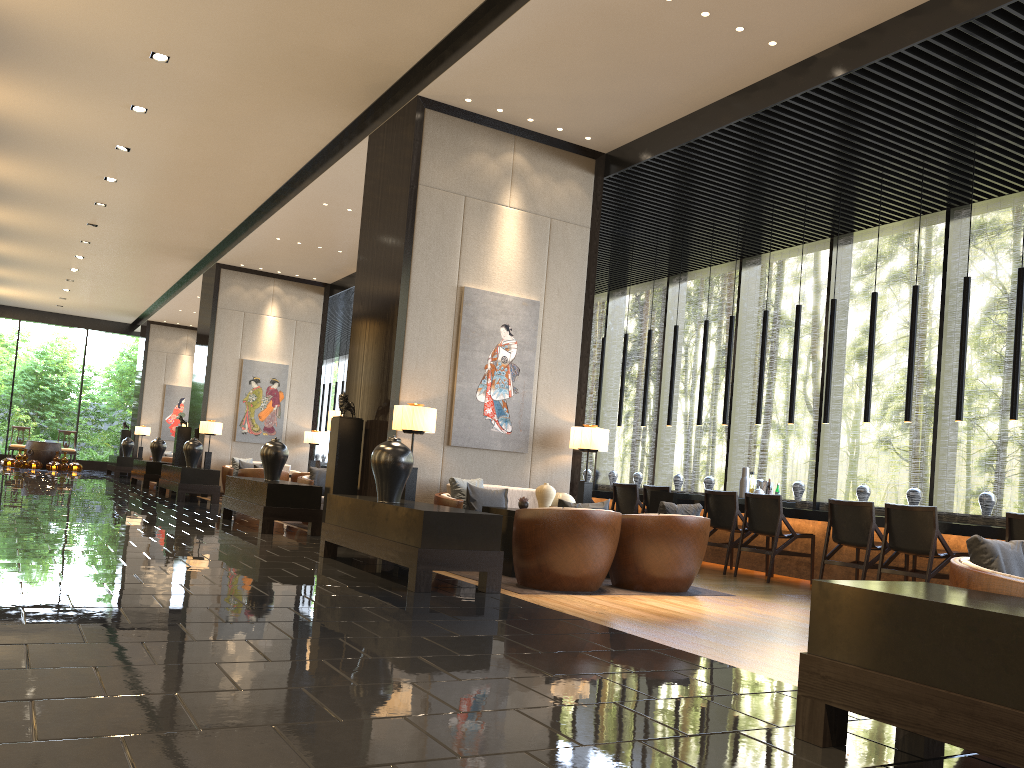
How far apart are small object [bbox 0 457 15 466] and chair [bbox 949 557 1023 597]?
24.2 meters

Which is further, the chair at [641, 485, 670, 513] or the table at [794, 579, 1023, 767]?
the chair at [641, 485, 670, 513]

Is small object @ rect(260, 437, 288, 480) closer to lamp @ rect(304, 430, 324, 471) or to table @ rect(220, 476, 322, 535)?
table @ rect(220, 476, 322, 535)

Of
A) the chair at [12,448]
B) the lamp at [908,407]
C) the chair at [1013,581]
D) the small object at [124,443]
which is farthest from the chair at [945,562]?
the chair at [12,448]

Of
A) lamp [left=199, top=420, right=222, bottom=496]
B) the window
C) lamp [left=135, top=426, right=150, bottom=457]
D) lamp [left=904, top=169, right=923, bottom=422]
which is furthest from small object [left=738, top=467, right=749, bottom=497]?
lamp [left=135, top=426, right=150, bottom=457]

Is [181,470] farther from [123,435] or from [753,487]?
[123,435]

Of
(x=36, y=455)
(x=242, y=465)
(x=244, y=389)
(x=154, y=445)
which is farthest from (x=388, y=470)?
(x=36, y=455)

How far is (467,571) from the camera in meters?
5.7

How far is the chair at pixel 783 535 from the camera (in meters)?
8.23

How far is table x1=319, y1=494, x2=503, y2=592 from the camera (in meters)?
5.57
